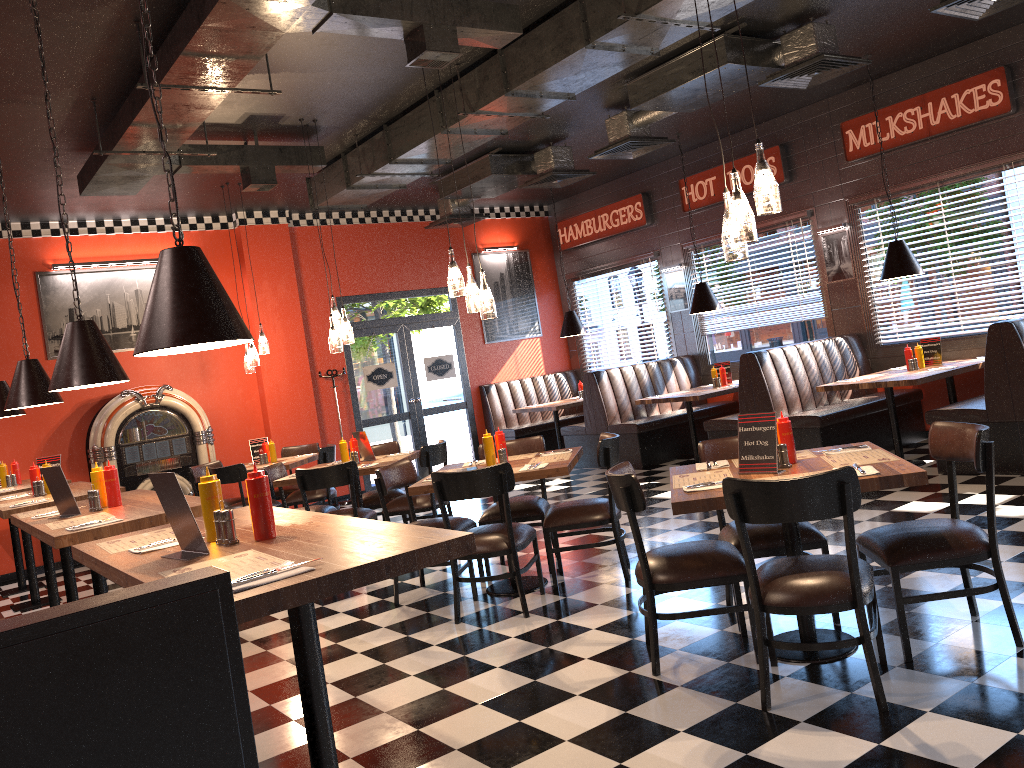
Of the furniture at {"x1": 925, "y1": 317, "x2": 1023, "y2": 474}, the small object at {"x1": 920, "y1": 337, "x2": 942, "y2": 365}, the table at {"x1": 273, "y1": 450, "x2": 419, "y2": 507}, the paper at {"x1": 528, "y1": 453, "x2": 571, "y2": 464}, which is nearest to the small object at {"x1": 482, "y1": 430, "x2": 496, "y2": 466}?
the paper at {"x1": 528, "y1": 453, "x2": 571, "y2": 464}

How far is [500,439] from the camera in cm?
573

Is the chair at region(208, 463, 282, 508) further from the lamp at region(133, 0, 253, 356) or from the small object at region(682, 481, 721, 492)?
the small object at region(682, 481, 721, 492)

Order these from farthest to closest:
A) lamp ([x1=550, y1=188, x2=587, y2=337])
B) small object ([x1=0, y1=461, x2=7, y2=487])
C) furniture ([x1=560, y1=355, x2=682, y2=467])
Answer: lamp ([x1=550, y1=188, x2=587, y2=337]) → furniture ([x1=560, y1=355, x2=682, y2=467]) → small object ([x1=0, y1=461, x2=7, y2=487])

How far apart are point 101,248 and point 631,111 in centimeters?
591cm

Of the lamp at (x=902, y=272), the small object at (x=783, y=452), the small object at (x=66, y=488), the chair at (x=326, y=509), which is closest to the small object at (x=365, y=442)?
the chair at (x=326, y=509)

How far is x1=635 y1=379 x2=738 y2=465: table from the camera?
9.2 meters

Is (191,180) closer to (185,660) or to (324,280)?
(324,280)

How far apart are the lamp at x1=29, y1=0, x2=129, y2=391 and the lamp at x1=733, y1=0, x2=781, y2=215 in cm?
319

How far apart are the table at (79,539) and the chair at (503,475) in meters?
1.3
